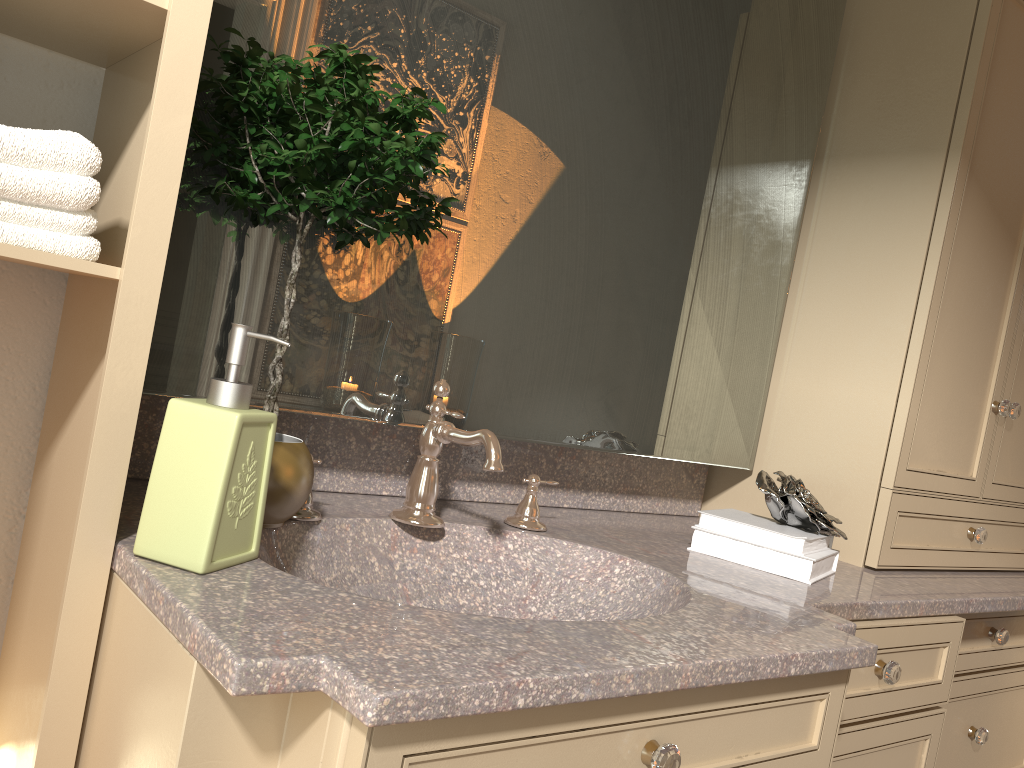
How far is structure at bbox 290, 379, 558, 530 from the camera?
1.2 meters

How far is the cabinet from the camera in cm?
74

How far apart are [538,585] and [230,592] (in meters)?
0.62

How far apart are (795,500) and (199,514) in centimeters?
103cm

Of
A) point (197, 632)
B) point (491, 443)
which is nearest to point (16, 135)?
point (197, 632)

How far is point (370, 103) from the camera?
0.96m

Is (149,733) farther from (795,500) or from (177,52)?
(795,500)

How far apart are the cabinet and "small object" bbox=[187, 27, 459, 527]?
0.20m

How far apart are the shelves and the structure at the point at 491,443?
0.3 meters

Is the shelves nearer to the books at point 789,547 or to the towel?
the towel
